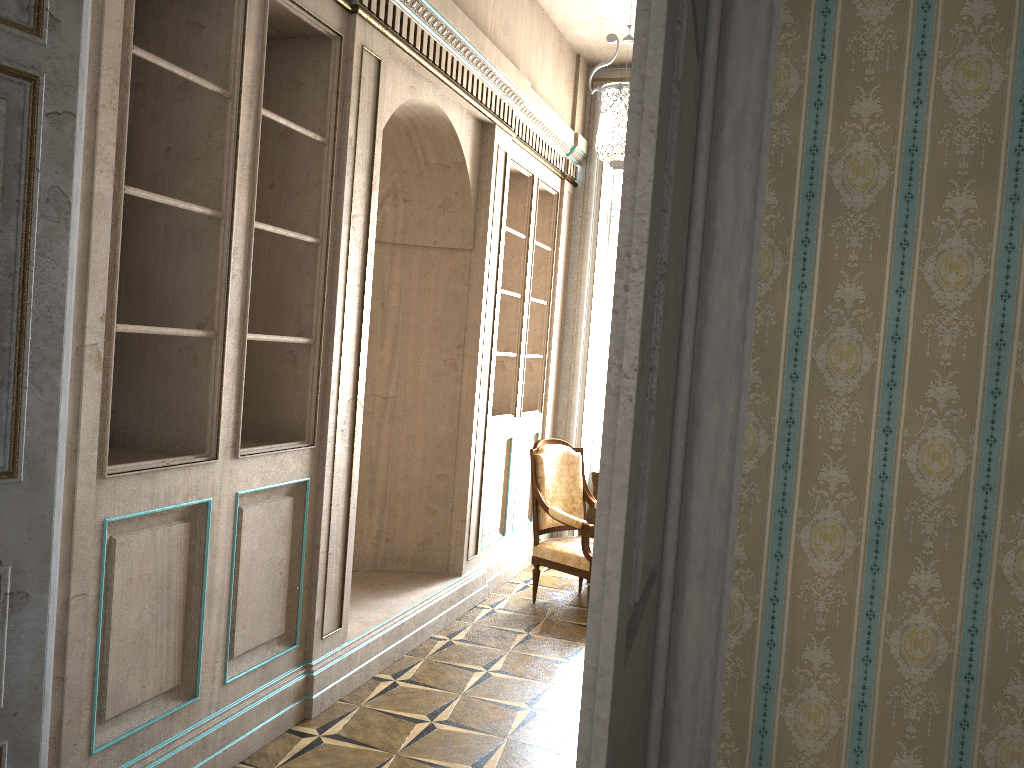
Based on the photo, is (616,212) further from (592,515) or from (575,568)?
(575,568)

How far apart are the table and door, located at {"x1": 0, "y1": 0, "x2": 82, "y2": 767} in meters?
4.3 m

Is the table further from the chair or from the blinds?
the blinds

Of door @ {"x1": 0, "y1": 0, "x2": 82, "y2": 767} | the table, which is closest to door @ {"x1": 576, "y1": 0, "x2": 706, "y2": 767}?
door @ {"x1": 0, "y1": 0, "x2": 82, "y2": 767}

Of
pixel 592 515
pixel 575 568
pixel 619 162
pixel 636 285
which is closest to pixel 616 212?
pixel 592 515

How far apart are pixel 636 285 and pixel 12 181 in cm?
165

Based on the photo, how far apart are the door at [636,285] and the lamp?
2.2 meters

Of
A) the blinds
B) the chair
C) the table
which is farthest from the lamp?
the table

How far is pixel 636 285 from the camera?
0.9 meters

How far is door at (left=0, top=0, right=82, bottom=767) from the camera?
1.95m
